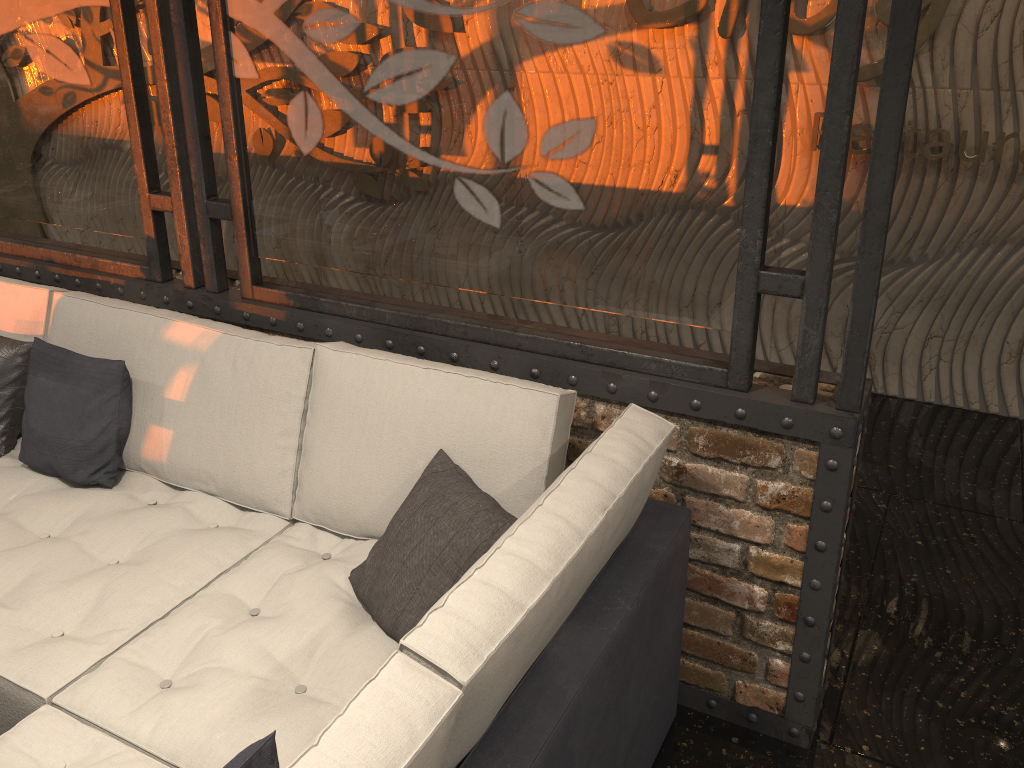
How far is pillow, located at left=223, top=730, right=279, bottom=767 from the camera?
1.2m

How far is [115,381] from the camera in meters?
2.6

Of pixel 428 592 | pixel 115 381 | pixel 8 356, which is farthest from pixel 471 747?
pixel 8 356

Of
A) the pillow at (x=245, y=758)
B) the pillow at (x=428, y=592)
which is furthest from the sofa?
the pillow at (x=245, y=758)

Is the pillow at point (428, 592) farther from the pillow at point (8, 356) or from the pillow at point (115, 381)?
the pillow at point (8, 356)

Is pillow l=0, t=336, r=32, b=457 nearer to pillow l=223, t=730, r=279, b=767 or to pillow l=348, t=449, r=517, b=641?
pillow l=348, t=449, r=517, b=641

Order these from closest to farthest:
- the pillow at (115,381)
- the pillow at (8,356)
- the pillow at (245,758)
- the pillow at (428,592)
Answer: the pillow at (245,758)
the pillow at (428,592)
the pillow at (115,381)
the pillow at (8,356)

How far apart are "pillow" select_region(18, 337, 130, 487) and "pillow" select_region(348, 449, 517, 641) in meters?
0.9

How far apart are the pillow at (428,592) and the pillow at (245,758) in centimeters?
68cm

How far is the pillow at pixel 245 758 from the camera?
1.2m
